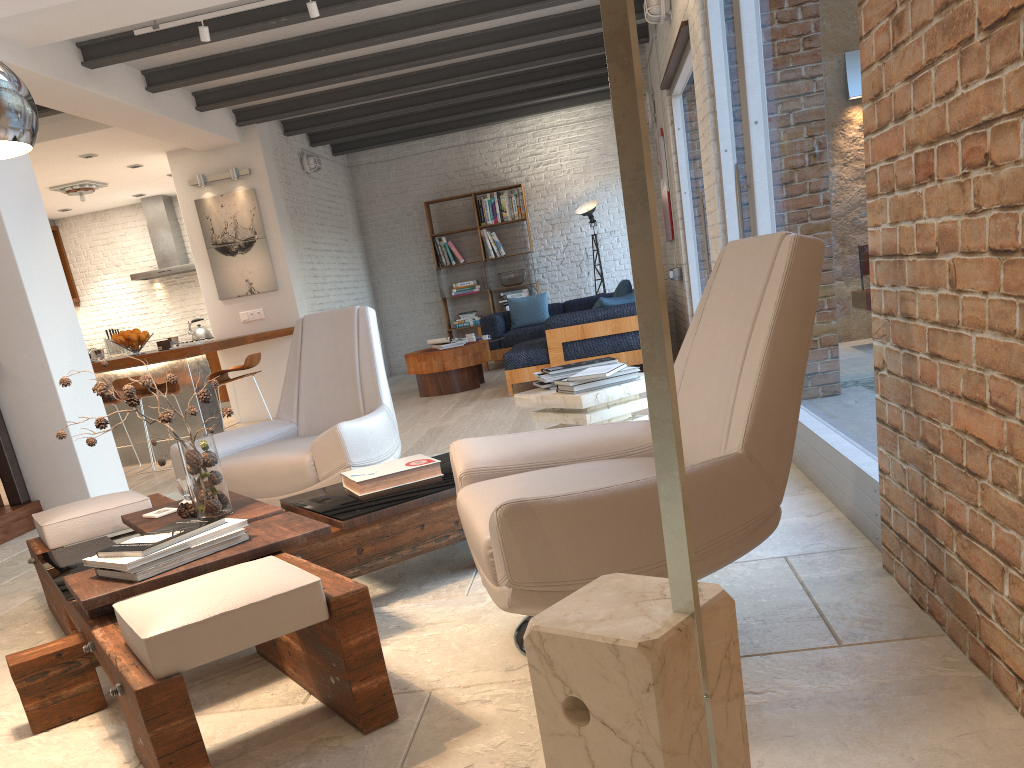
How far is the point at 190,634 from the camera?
1.8m

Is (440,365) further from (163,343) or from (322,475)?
(322,475)

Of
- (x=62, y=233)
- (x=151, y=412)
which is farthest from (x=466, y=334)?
(x=62, y=233)

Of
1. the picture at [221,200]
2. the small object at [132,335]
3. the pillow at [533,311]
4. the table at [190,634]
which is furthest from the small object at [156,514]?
the pillow at [533,311]

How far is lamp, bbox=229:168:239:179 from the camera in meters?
Result: 9.2 m

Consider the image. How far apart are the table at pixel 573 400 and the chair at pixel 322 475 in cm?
63

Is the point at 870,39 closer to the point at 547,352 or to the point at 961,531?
the point at 961,531

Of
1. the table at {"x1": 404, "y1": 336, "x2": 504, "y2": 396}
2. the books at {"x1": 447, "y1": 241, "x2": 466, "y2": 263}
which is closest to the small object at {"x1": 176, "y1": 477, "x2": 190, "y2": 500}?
the table at {"x1": 404, "y1": 336, "x2": 504, "y2": 396}

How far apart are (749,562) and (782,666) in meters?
0.8

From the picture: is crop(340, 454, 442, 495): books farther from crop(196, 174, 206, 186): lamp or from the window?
crop(196, 174, 206, 186): lamp
